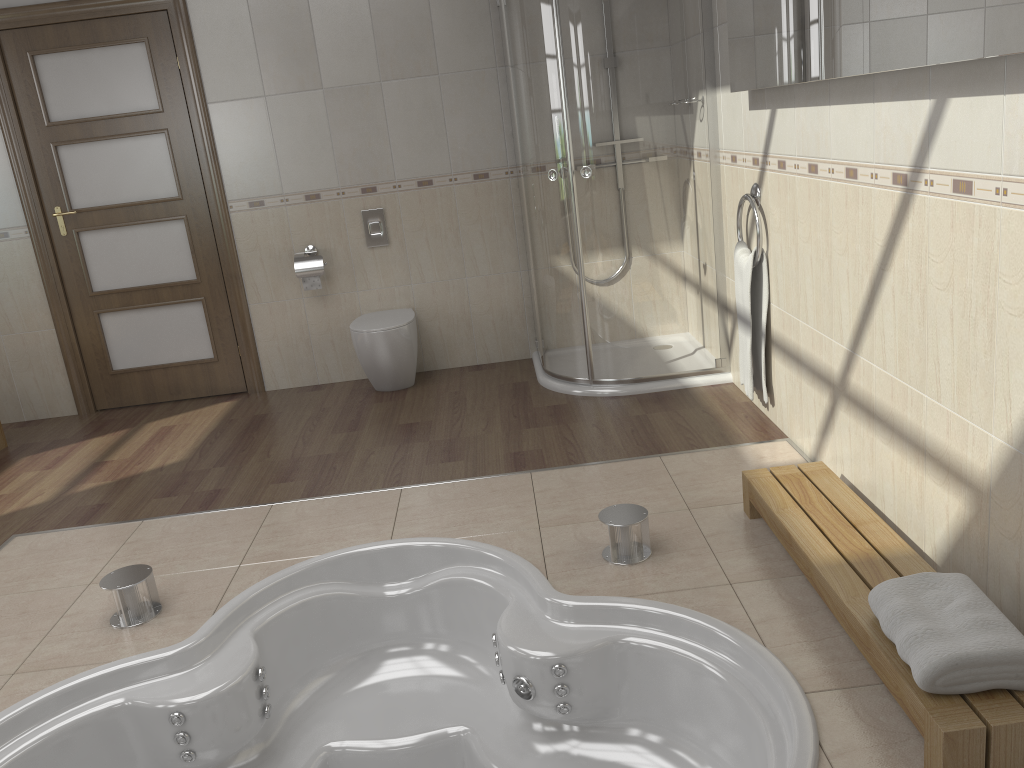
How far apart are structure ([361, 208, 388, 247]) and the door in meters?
0.8 m

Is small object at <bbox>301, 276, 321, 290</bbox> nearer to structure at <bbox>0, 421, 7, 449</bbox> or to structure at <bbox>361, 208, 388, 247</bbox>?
structure at <bbox>361, 208, 388, 247</bbox>

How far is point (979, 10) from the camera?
1.67m

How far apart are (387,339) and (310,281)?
0.6m

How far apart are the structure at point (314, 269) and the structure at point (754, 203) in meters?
2.3 m

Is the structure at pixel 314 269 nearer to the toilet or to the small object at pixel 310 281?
the small object at pixel 310 281

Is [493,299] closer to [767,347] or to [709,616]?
[767,347]

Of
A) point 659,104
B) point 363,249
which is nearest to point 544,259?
point 659,104

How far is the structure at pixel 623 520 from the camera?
2.6 meters

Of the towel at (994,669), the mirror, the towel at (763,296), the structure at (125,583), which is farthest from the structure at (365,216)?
the towel at (994,669)
